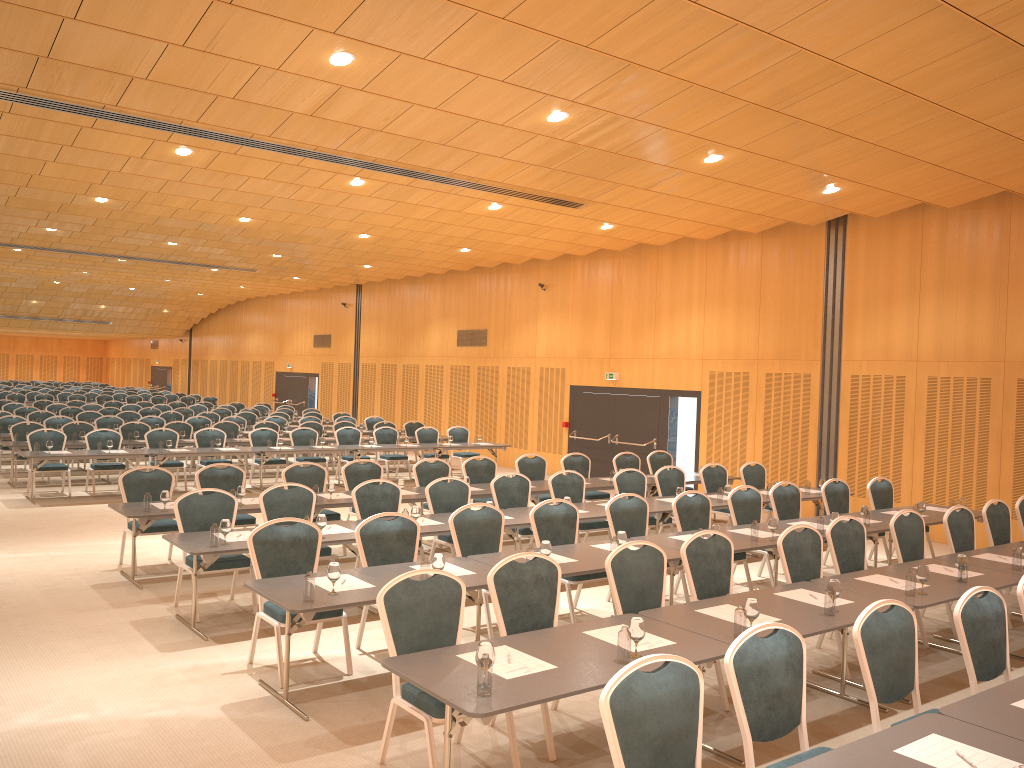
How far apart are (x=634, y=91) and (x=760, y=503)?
5.0 meters

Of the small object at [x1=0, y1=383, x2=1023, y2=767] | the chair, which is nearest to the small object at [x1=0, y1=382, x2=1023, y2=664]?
the small object at [x1=0, y1=383, x2=1023, y2=767]

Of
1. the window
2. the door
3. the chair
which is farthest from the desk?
the window

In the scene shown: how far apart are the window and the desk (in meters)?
3.86

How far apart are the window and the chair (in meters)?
2.09

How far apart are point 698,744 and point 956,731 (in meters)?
1.17

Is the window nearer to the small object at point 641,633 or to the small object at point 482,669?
the small object at point 641,633

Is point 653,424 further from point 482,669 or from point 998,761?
point 998,761

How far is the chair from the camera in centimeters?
393cm

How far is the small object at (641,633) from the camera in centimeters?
483cm
